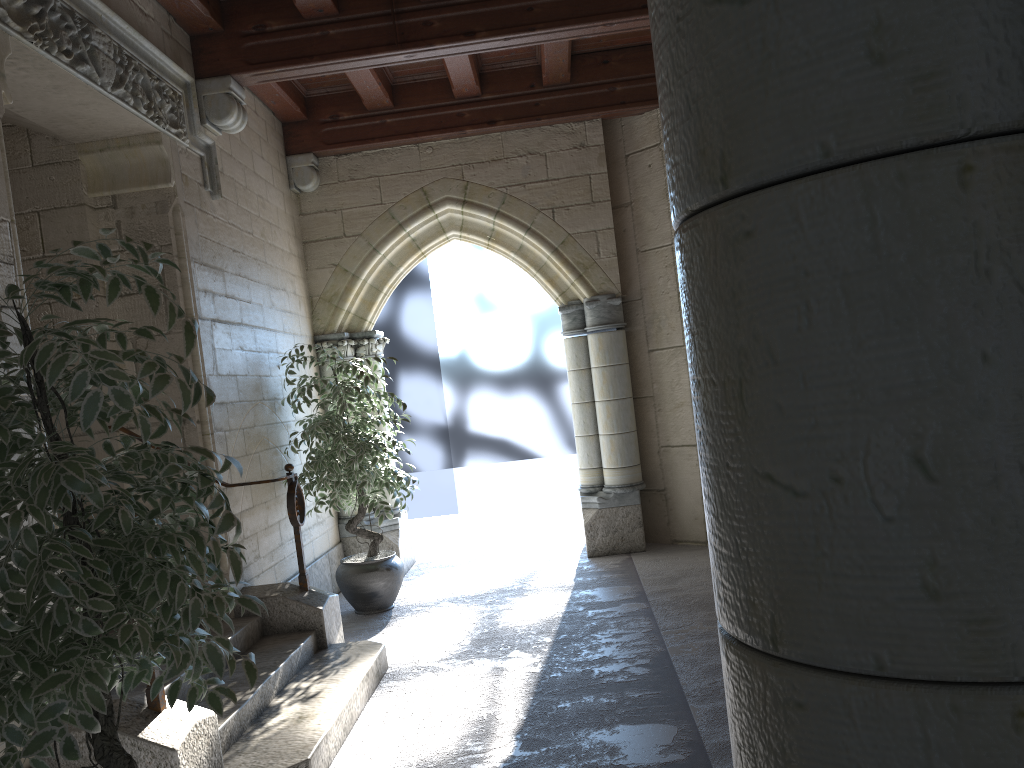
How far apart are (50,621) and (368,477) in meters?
3.3

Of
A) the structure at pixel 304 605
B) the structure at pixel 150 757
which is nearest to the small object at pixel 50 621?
the structure at pixel 150 757

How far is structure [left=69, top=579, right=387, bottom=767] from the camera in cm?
291

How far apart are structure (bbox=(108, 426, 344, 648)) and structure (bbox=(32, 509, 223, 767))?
1.29m

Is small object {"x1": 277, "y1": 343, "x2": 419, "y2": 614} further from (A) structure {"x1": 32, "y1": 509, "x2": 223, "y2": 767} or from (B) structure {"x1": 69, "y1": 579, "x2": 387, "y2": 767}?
(A) structure {"x1": 32, "y1": 509, "x2": 223, "y2": 767}

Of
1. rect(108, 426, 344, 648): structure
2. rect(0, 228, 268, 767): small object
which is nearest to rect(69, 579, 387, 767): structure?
rect(108, 426, 344, 648): structure

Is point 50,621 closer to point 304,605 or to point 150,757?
point 150,757

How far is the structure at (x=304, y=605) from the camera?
4.1 meters

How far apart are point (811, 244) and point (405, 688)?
3.6 meters

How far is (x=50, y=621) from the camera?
1.6 meters
